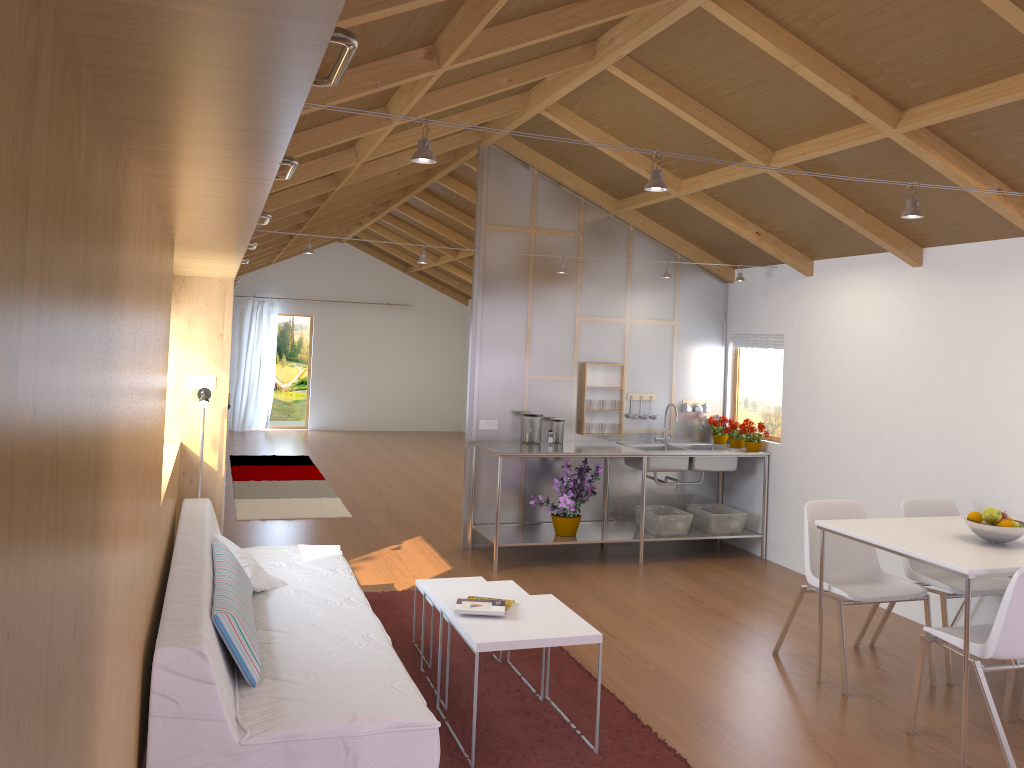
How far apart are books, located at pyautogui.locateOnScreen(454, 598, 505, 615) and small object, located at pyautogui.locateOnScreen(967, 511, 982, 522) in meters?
2.1 m

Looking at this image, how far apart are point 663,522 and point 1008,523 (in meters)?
2.83

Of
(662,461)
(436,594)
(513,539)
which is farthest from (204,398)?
(662,461)

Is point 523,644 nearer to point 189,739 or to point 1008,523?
point 189,739

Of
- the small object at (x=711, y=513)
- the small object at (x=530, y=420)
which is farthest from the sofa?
the small object at (x=711, y=513)

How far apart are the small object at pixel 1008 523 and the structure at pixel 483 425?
3.55m

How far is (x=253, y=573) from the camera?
3.9m

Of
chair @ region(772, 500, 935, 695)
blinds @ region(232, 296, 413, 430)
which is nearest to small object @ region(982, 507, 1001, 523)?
chair @ region(772, 500, 935, 695)

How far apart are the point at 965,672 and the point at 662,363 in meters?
3.8

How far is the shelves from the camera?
6.1 meters
